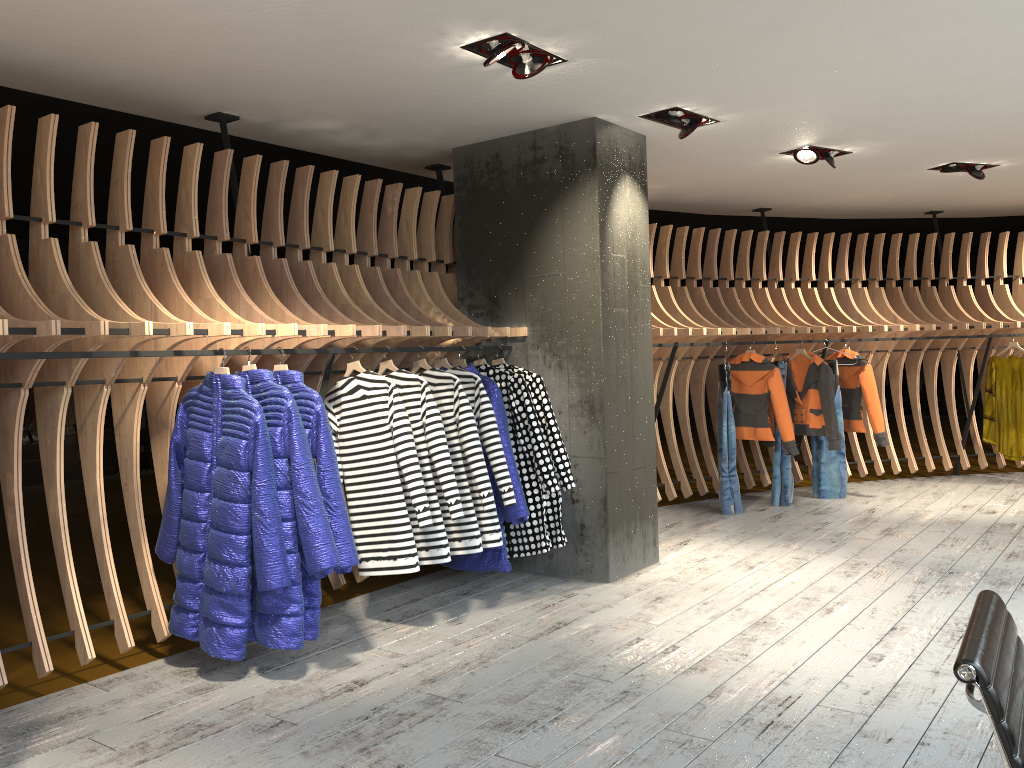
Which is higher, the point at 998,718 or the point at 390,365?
the point at 390,365

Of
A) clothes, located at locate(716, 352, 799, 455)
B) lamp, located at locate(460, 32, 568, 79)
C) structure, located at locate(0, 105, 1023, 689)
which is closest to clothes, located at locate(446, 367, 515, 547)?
structure, located at locate(0, 105, 1023, 689)

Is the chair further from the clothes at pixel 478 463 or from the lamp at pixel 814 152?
the lamp at pixel 814 152

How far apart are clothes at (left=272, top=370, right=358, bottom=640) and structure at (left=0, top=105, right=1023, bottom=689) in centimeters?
10cm

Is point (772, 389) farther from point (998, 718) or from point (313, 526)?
point (998, 718)

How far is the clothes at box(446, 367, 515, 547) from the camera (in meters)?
4.82

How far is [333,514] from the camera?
3.99m

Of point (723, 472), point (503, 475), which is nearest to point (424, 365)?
point (503, 475)

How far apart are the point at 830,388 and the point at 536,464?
3.7 meters

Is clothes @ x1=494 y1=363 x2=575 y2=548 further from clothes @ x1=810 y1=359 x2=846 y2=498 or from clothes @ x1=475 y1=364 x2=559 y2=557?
clothes @ x1=810 y1=359 x2=846 y2=498
